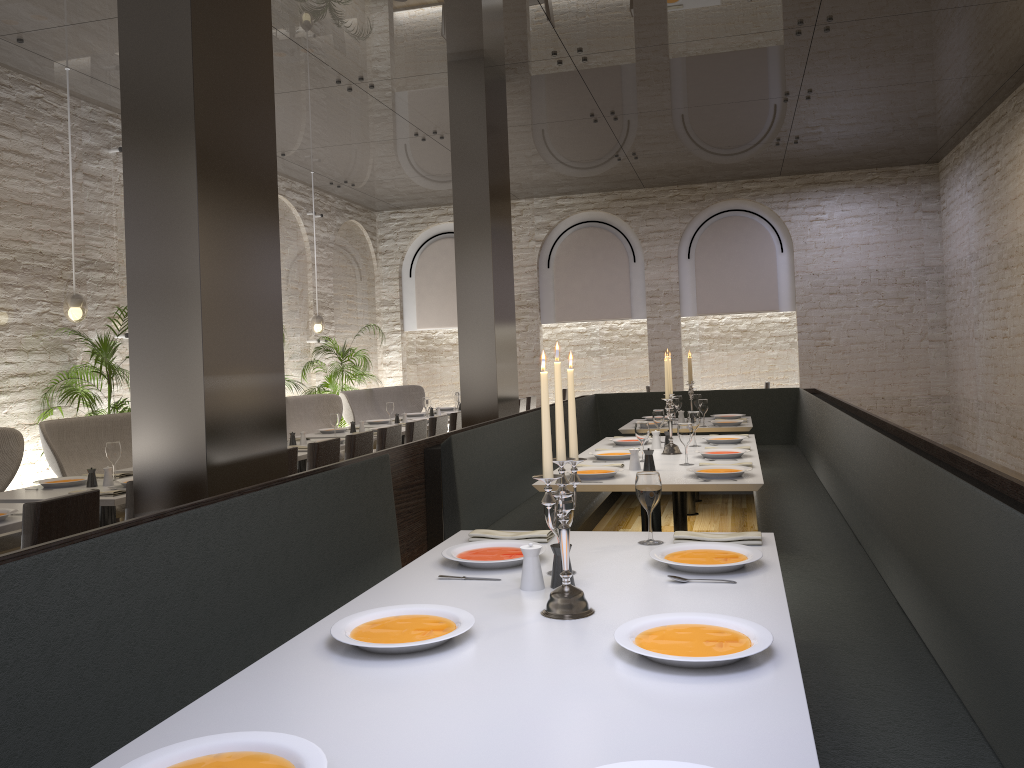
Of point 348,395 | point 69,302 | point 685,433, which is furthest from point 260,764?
point 348,395

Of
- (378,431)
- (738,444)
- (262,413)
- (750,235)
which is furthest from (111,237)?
(750,235)

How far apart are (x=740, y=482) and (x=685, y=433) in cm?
74

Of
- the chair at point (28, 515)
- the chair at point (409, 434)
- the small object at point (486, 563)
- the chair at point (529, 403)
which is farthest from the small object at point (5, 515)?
the chair at point (529, 403)

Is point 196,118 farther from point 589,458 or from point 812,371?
point 812,371

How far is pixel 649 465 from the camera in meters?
4.7

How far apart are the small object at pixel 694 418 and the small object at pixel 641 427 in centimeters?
83cm

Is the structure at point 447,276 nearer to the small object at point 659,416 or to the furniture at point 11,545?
the small object at point 659,416

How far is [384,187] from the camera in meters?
12.2 m

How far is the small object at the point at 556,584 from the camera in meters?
2.4
